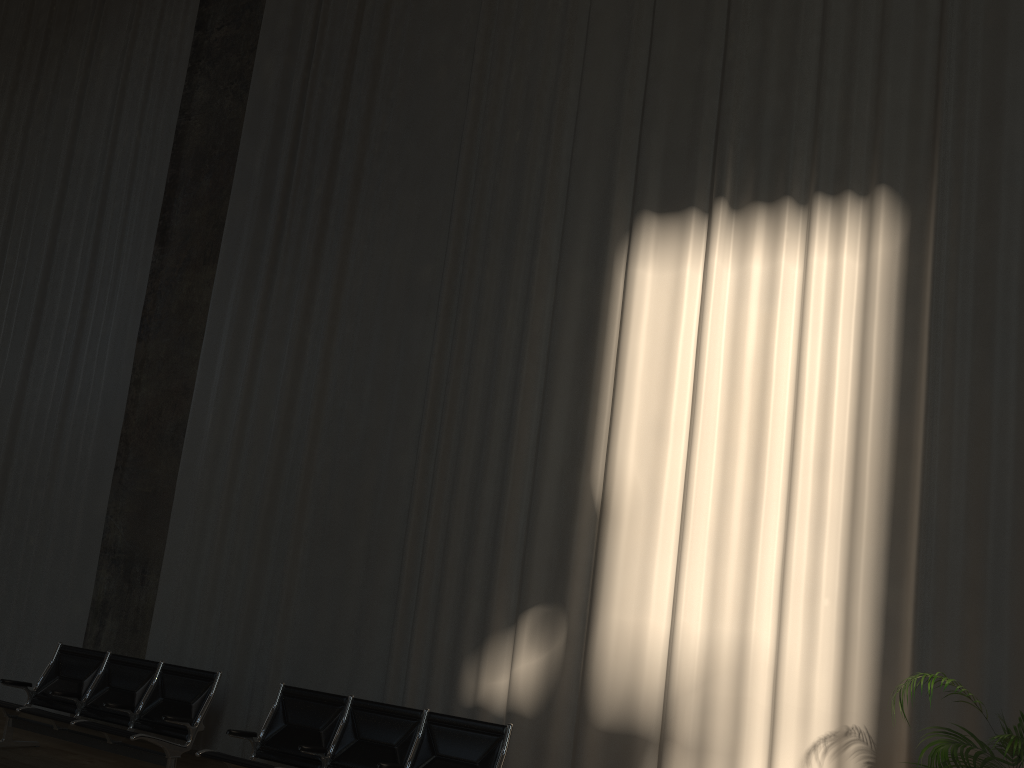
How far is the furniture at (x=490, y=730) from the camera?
5.1m

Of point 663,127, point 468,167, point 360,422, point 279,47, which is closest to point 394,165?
point 468,167

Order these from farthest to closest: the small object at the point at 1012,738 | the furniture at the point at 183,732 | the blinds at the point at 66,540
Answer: the blinds at the point at 66,540 → the furniture at the point at 183,732 → the small object at the point at 1012,738

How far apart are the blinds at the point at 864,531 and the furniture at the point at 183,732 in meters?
0.7

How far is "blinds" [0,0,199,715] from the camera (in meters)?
8.46

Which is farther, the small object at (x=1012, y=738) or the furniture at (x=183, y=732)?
the furniture at (x=183, y=732)

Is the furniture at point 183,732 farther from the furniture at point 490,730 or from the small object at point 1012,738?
the small object at point 1012,738

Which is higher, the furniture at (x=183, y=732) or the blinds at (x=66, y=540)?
the blinds at (x=66, y=540)

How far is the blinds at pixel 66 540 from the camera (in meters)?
8.46

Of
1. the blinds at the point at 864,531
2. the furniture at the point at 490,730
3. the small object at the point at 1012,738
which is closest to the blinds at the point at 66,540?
the blinds at the point at 864,531
